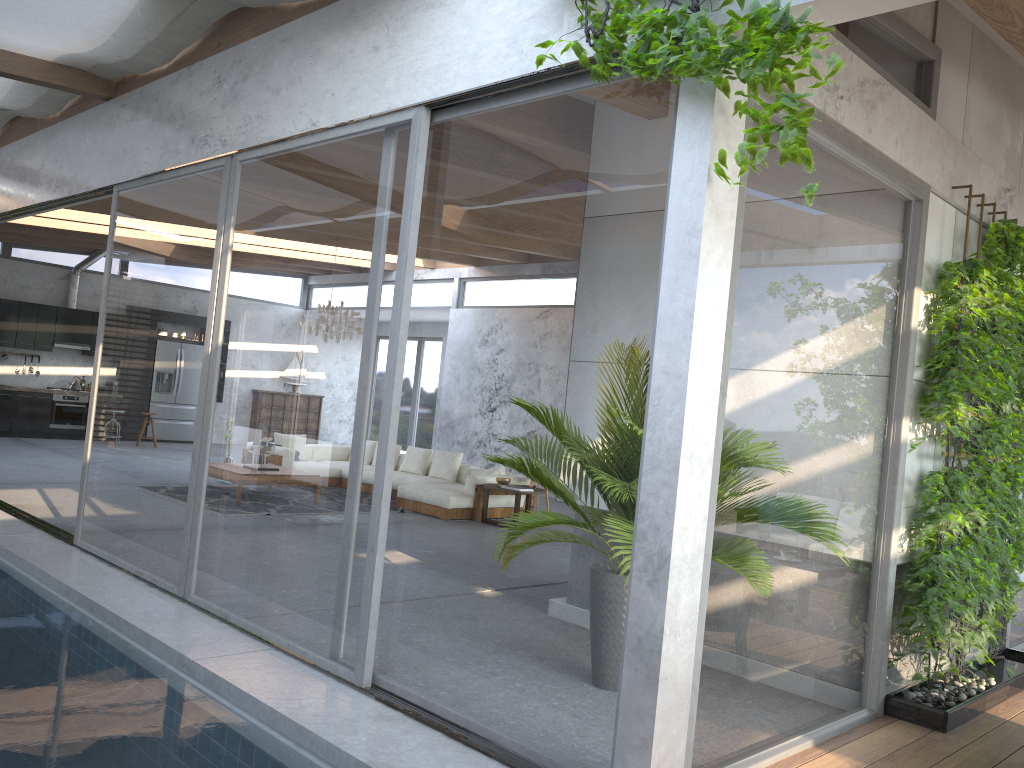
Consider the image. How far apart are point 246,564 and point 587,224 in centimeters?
279cm

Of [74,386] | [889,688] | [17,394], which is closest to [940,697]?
[889,688]

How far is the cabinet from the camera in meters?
14.8

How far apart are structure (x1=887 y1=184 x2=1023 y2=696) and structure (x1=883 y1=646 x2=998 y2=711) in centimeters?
23cm

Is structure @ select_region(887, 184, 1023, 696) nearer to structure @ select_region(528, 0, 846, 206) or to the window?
the window

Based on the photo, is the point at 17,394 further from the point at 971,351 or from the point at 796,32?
the point at 796,32

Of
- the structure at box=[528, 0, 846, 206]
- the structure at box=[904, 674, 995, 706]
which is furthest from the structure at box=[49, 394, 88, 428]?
the structure at box=[904, 674, 995, 706]

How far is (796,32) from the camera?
2.7 meters

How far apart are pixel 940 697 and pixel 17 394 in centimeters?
1480cm

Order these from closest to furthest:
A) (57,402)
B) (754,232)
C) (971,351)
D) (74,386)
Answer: (754,232)
(971,351)
(57,402)
(74,386)
